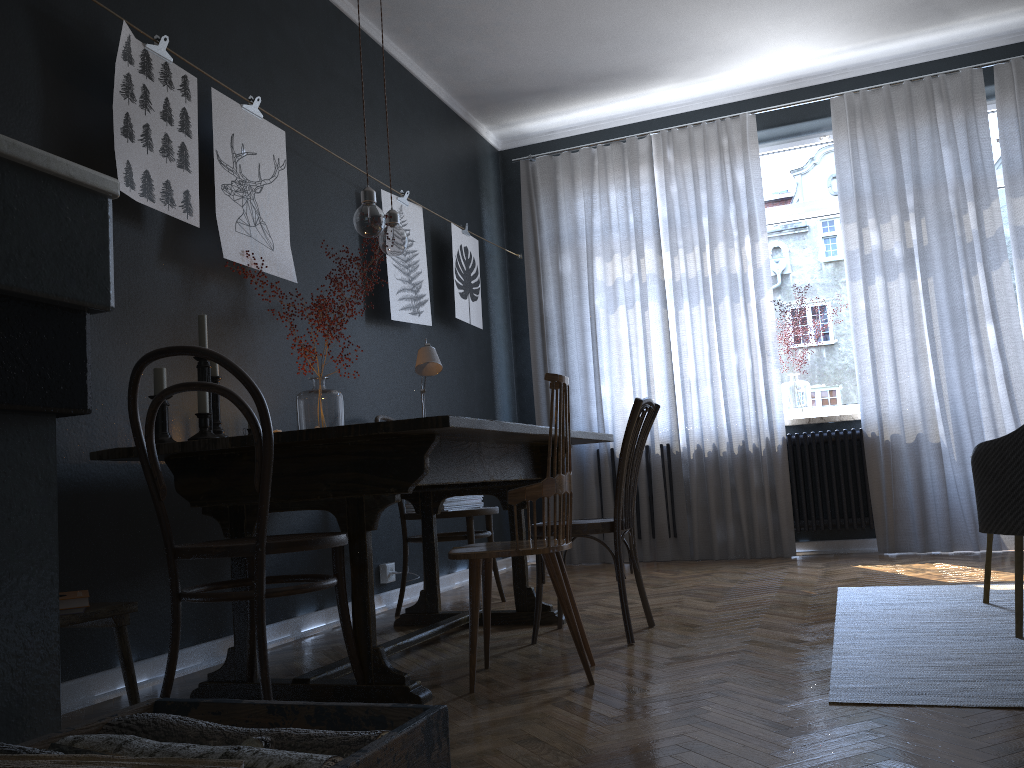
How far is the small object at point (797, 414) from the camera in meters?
5.5 m

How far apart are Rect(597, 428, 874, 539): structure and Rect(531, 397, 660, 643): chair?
2.5 meters

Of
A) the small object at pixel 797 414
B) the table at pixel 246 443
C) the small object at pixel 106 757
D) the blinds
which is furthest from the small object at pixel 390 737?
the small object at pixel 797 414

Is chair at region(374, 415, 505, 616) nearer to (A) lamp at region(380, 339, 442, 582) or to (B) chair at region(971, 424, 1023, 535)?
(A) lamp at region(380, 339, 442, 582)

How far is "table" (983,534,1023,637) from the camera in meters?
2.6

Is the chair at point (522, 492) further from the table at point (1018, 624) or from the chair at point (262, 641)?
the table at point (1018, 624)

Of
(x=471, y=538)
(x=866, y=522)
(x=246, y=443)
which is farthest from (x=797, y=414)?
(x=246, y=443)

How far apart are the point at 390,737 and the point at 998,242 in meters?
5.3

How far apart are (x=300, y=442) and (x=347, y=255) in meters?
1.3 m

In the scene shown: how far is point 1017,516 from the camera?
2.0m
